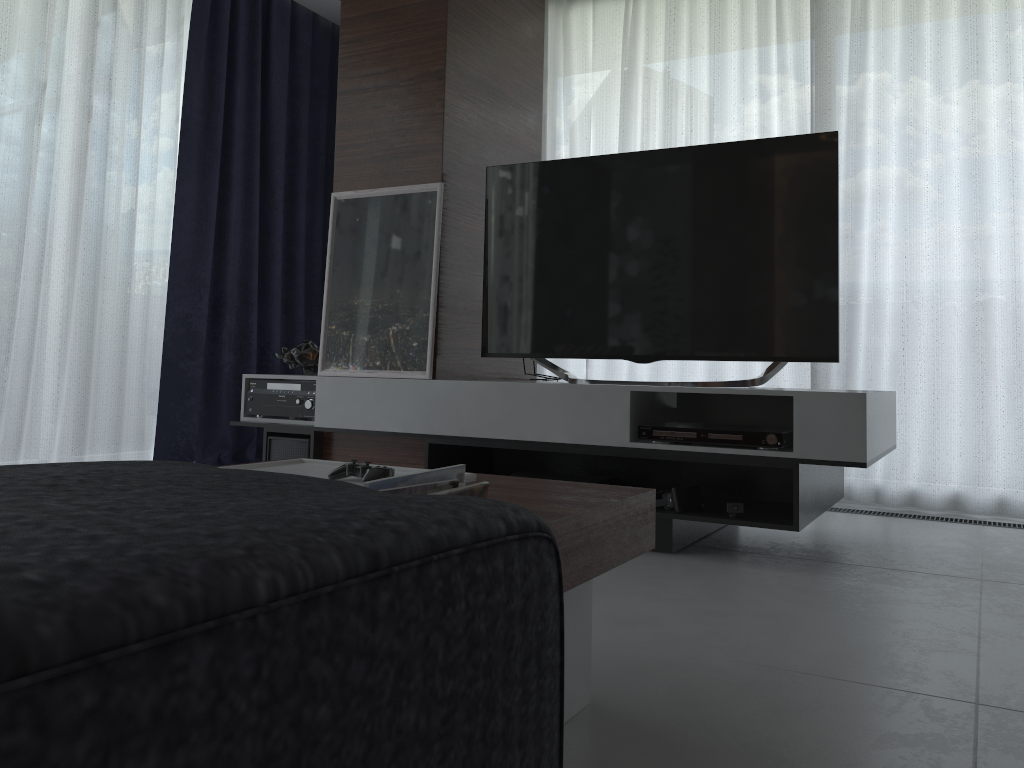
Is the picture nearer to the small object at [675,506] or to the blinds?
the small object at [675,506]

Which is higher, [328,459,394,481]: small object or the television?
the television

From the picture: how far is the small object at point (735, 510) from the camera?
2.6m

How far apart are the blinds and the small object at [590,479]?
1.3m

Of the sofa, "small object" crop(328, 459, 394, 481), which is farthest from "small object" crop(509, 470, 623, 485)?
the sofa

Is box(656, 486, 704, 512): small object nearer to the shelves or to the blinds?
the shelves

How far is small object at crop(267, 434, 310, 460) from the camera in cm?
334

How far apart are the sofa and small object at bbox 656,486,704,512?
2.5m

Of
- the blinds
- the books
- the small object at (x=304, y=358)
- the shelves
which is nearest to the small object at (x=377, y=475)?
the books

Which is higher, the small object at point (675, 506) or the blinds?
the blinds
